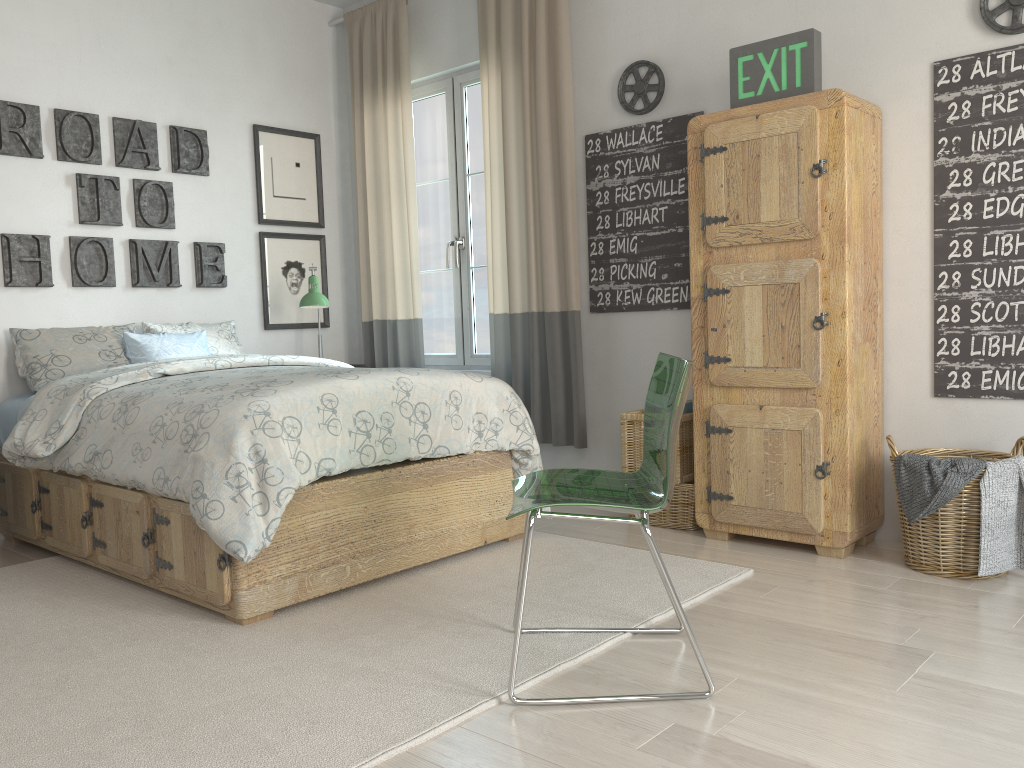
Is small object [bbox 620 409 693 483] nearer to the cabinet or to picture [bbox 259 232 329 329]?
the cabinet

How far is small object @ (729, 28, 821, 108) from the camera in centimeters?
303cm

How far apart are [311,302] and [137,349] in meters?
0.8

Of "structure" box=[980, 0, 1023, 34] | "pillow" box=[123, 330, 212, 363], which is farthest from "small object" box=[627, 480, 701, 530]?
"pillow" box=[123, 330, 212, 363]

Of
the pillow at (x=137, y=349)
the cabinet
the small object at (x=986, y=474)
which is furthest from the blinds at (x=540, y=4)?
the small object at (x=986, y=474)

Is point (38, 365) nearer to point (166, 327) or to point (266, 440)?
point (166, 327)

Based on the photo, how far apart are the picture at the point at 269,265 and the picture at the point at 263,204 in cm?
7

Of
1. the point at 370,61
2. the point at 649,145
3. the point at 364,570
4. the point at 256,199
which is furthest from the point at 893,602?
the point at 370,61

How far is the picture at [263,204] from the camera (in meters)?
4.70

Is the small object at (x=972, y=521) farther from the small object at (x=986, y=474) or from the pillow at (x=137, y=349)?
the pillow at (x=137, y=349)
